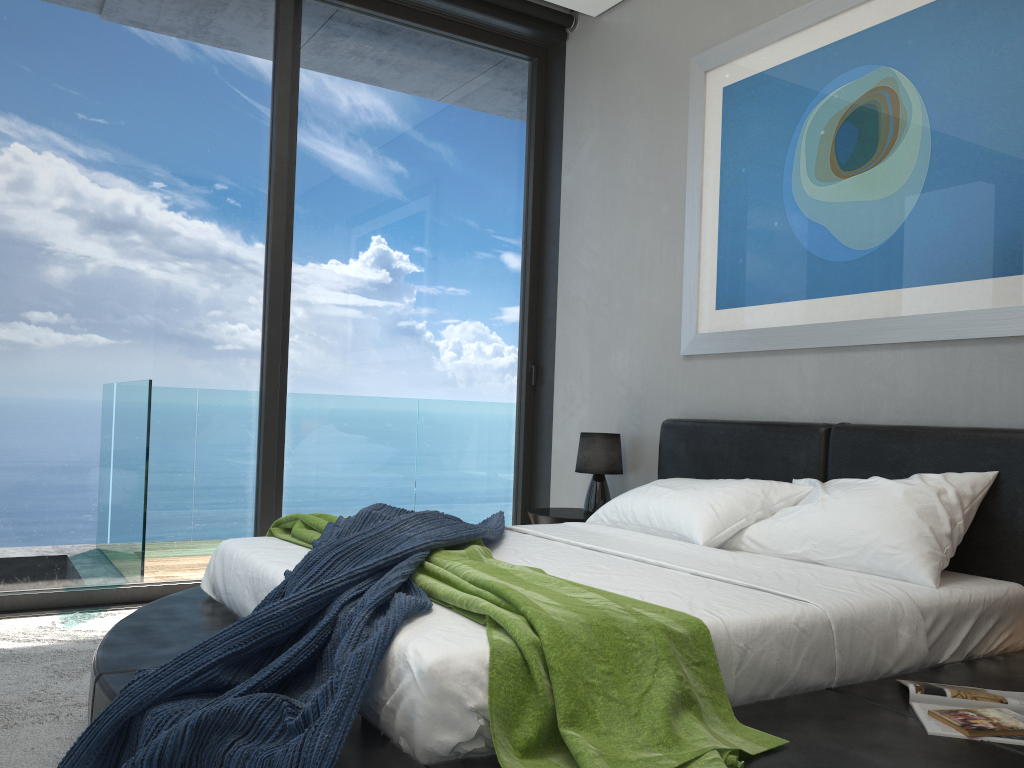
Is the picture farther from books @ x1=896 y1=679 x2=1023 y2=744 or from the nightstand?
books @ x1=896 y1=679 x2=1023 y2=744

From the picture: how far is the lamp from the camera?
4.33m

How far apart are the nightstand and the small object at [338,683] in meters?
0.8

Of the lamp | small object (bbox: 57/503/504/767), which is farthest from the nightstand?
small object (bbox: 57/503/504/767)

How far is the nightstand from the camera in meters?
4.2

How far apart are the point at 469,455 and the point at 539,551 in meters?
2.2 m

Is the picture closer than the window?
Yes

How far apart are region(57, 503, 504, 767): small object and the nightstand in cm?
79

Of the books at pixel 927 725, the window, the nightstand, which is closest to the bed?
the books at pixel 927 725

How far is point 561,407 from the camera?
5.00m
